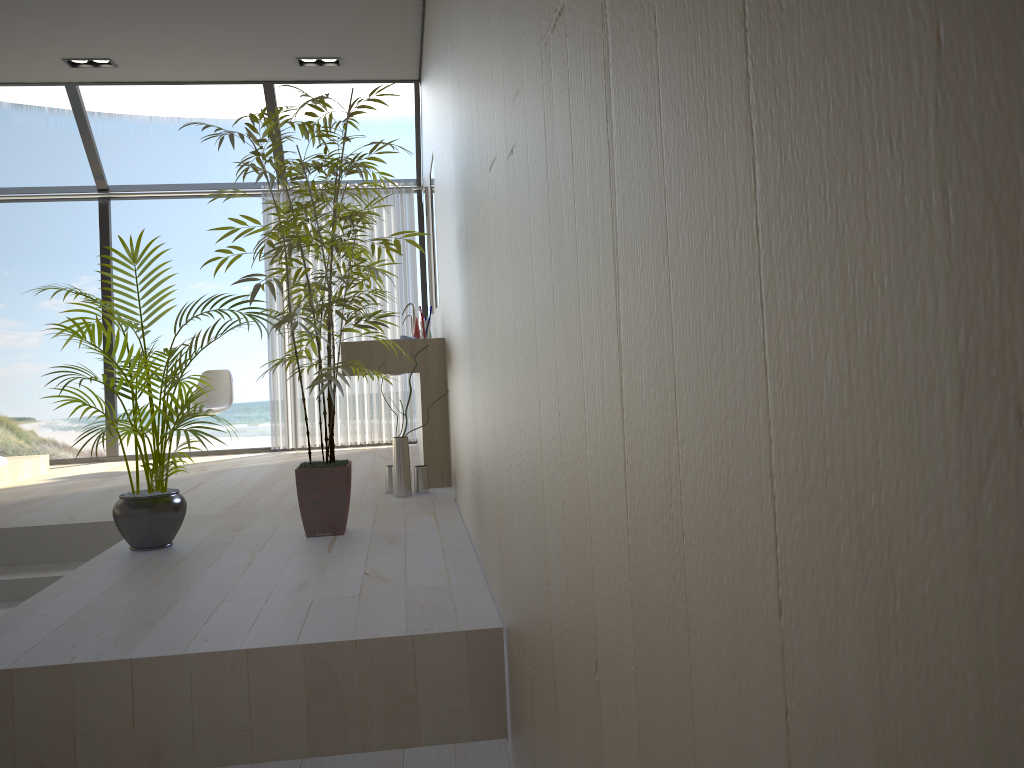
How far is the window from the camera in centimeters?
634cm

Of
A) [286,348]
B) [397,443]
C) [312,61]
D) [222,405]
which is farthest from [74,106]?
[397,443]

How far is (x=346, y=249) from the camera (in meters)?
3.28

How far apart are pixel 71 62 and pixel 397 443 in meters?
3.7

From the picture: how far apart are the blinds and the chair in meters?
0.4

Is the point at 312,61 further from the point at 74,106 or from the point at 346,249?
the point at 346,249

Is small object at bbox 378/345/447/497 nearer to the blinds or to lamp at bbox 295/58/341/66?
the blinds

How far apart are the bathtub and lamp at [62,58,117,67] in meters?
2.6

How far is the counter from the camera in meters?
4.6 m

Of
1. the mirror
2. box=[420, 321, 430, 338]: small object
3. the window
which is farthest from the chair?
box=[420, 321, 430, 338]: small object
